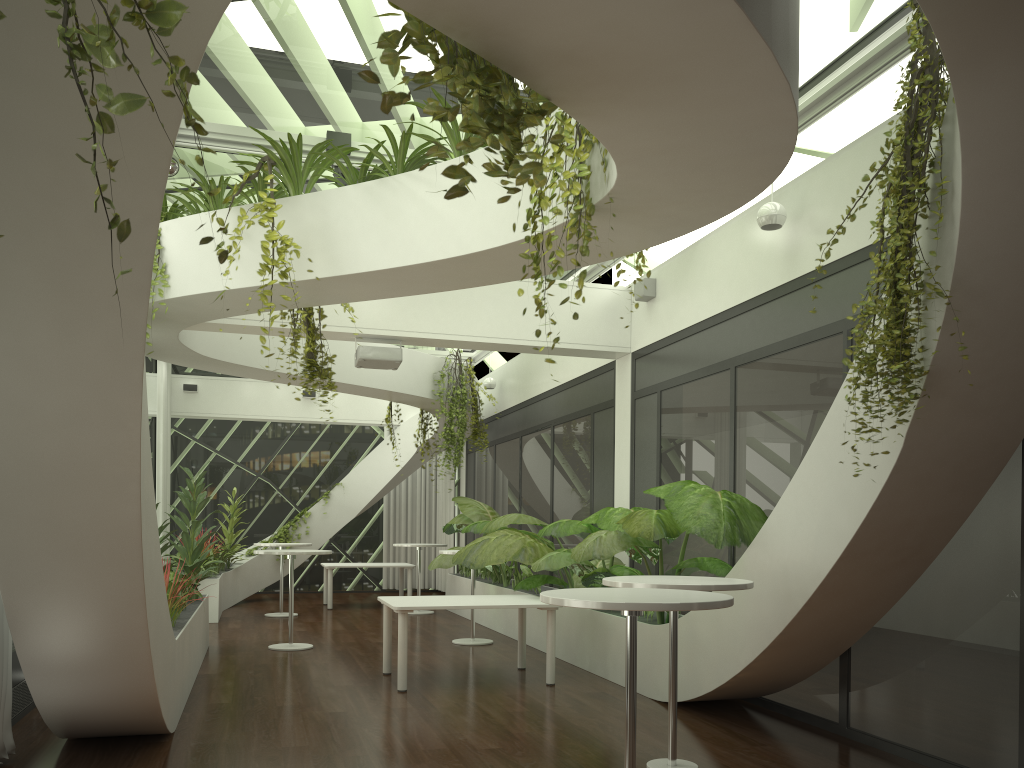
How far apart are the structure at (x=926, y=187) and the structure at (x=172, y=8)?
1.3 meters

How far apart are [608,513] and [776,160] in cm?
443

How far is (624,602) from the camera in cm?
343

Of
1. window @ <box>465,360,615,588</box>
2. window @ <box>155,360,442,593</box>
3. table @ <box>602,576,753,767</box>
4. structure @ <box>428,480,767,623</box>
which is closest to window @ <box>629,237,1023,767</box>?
structure @ <box>428,480,767,623</box>

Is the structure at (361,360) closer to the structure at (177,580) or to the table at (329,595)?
the structure at (177,580)

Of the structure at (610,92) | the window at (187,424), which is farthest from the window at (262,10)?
the window at (187,424)

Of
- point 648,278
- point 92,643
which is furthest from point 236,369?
point 648,278

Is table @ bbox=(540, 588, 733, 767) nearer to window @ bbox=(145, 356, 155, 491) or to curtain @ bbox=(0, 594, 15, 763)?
curtain @ bbox=(0, 594, 15, 763)

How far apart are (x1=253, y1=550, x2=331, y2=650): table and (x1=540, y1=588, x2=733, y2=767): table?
6.0 meters

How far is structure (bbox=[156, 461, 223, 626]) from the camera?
6.54m
